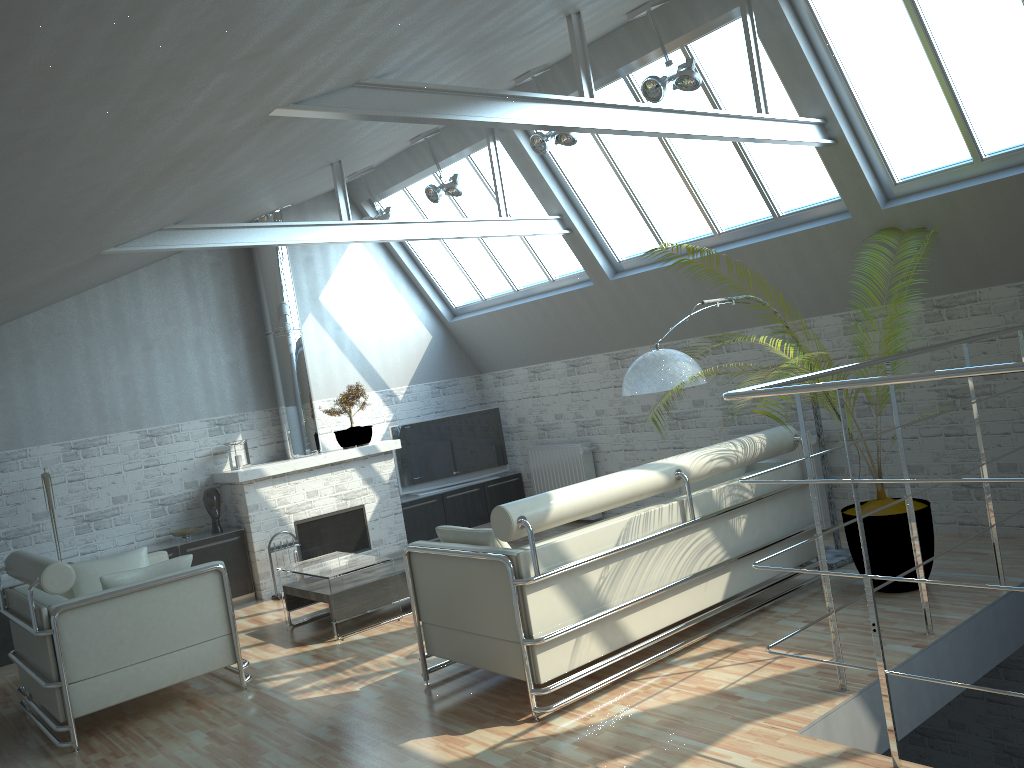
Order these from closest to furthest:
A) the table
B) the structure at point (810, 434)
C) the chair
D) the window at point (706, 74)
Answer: the chair
the table
the window at point (706, 74)
the structure at point (810, 434)

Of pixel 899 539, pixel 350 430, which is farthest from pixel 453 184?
pixel 899 539

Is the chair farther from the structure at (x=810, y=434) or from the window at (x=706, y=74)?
the window at (x=706, y=74)

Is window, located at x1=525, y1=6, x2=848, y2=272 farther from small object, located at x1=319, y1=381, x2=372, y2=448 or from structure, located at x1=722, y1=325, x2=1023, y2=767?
small object, located at x1=319, y1=381, x2=372, y2=448

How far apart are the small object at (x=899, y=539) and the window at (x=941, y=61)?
2.6m

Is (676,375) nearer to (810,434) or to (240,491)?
(810,434)

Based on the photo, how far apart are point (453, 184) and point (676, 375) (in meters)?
6.13

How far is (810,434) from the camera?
13.48m

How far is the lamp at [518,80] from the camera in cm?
1254

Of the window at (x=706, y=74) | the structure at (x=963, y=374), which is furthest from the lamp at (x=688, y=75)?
the structure at (x=963, y=374)
